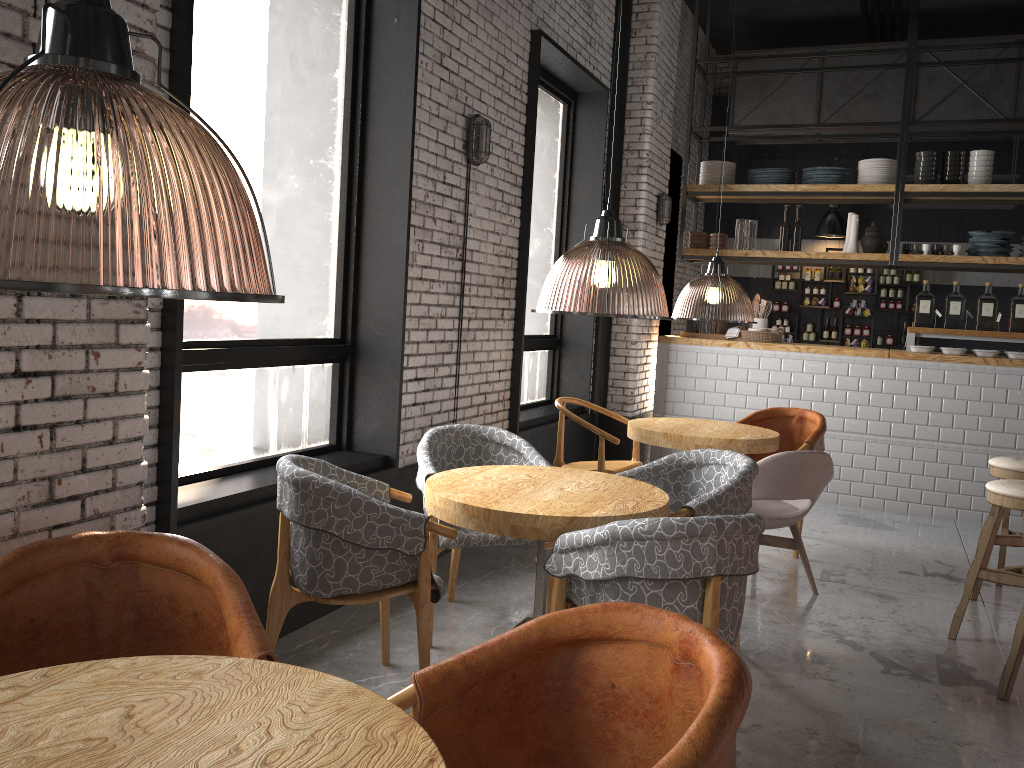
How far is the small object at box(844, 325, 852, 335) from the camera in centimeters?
1090cm

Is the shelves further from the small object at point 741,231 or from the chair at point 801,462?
the chair at point 801,462

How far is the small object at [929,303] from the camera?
7.54m

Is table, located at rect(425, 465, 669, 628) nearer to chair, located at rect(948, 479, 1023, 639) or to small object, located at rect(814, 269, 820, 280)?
chair, located at rect(948, 479, 1023, 639)

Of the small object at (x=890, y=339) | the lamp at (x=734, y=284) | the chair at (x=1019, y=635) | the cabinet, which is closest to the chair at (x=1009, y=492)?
the chair at (x=1019, y=635)

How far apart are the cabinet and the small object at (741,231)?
2.63m

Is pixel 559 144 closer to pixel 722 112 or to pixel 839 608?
pixel 839 608

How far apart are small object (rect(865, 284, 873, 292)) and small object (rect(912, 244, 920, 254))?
3.2 meters

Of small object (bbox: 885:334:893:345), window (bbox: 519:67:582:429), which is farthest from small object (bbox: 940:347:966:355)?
small object (bbox: 885:334:893:345)

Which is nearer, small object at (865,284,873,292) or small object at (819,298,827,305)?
small object at (865,284,873,292)
